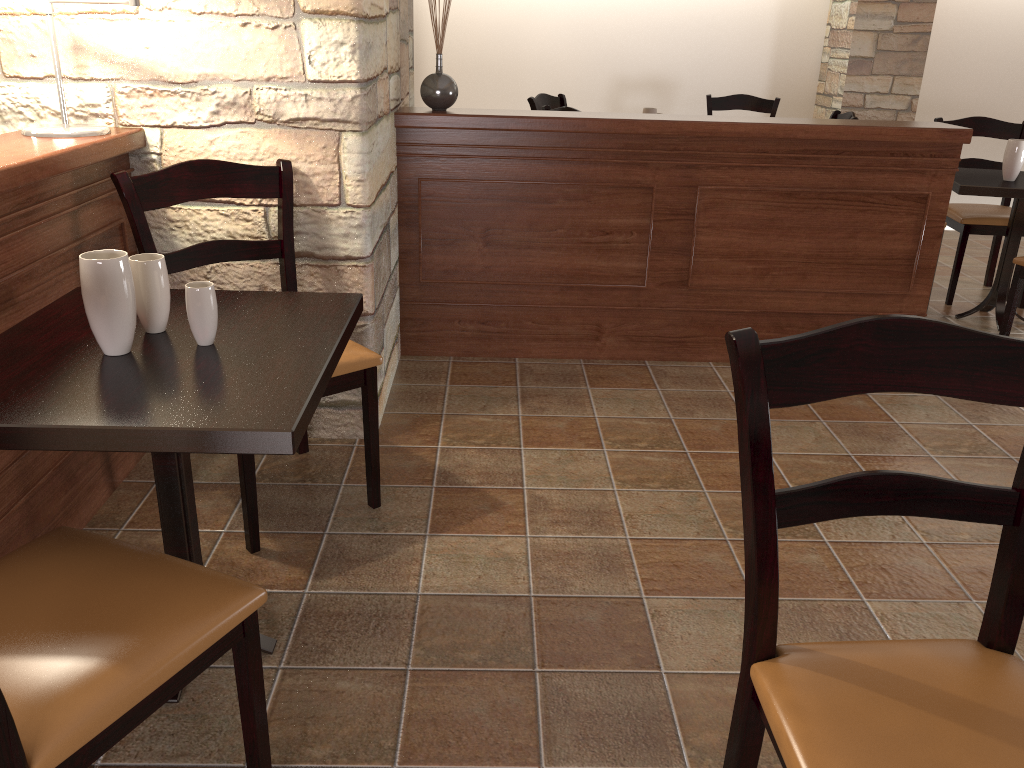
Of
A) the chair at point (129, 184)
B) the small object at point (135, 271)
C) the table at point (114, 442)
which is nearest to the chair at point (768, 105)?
the chair at point (129, 184)

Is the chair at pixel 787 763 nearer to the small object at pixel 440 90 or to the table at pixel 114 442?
the table at pixel 114 442

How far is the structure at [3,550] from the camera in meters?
1.8

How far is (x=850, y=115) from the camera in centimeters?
452cm

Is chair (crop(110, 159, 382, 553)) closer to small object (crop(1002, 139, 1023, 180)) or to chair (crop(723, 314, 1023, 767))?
chair (crop(723, 314, 1023, 767))

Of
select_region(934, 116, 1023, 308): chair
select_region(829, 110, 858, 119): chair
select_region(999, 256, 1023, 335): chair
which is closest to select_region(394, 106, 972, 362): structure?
select_region(999, 256, 1023, 335): chair

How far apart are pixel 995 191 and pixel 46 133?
3.5m

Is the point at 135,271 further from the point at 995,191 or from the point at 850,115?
the point at 850,115

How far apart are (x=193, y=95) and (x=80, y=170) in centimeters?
39cm

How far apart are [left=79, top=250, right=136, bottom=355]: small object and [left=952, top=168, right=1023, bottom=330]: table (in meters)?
3.37
